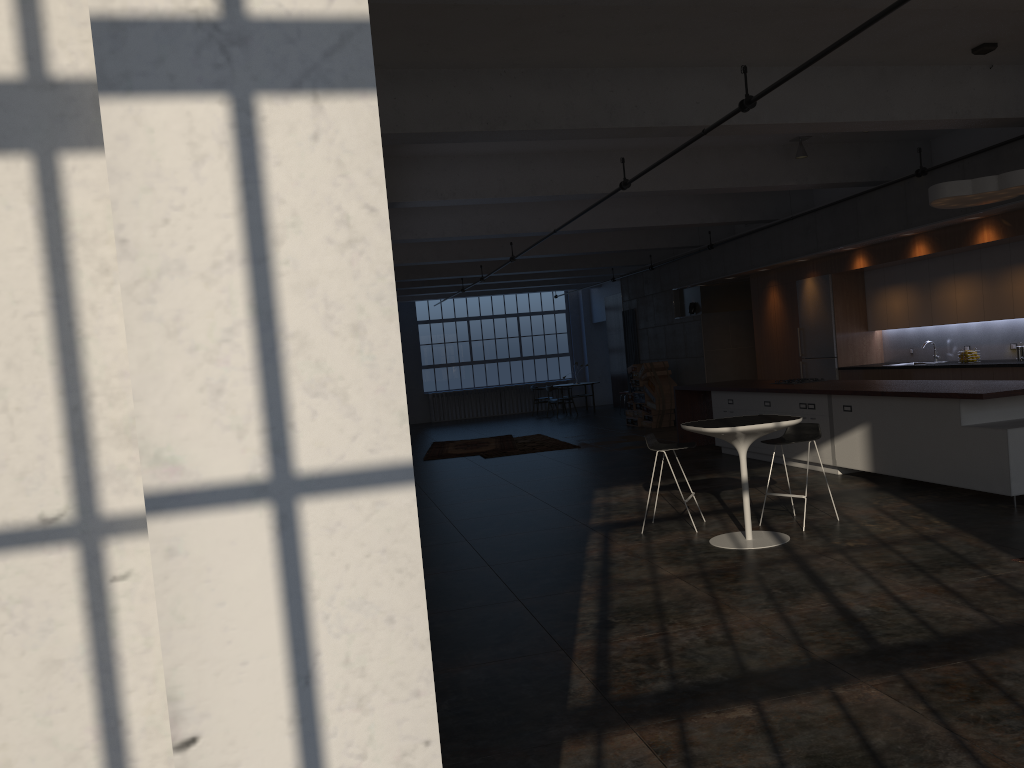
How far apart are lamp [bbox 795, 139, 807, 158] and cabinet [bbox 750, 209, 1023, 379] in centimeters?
185cm

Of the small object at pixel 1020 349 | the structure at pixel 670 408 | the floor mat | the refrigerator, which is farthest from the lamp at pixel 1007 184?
the structure at pixel 670 408

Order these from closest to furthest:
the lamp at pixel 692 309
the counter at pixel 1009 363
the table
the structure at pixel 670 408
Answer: the table
the counter at pixel 1009 363
the lamp at pixel 692 309
the structure at pixel 670 408

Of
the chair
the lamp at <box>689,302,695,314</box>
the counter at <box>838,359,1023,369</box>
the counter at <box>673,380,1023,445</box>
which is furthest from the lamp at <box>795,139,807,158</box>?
the lamp at <box>689,302,695,314</box>

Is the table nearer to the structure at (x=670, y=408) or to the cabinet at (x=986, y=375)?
the cabinet at (x=986, y=375)

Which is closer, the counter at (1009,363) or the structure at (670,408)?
the counter at (1009,363)

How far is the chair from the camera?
7.3 meters

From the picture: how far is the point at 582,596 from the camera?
5.75m

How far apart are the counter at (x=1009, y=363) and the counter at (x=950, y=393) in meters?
1.5 m

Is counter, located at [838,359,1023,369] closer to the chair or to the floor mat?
the chair
